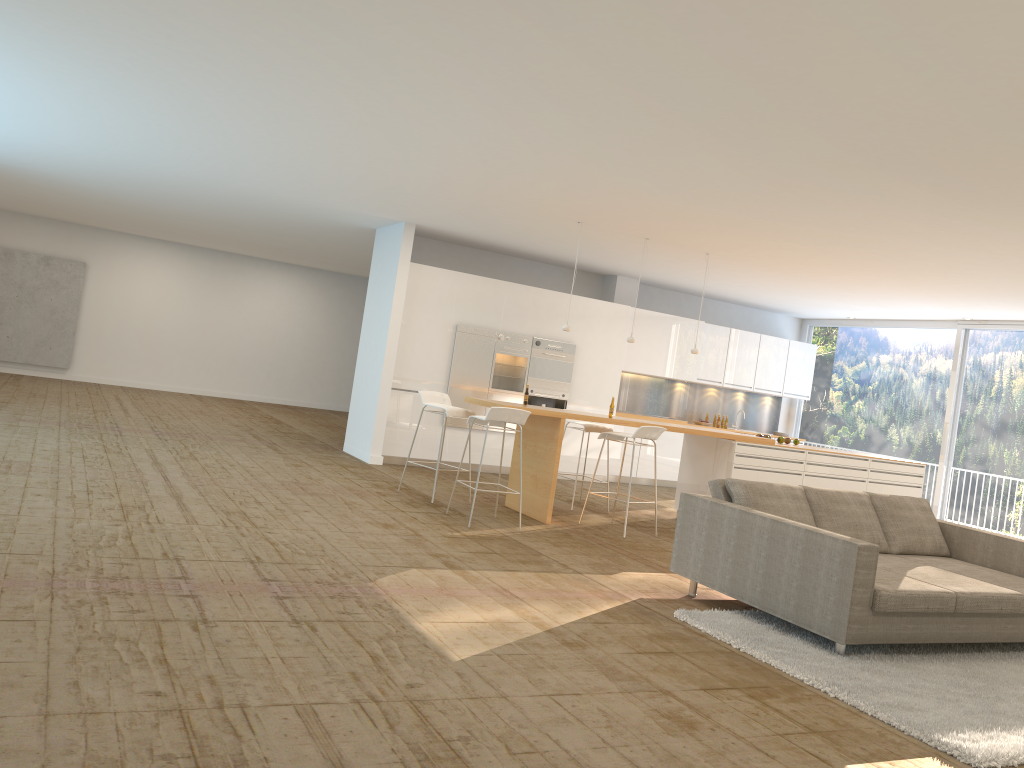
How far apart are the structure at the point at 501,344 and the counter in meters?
2.7 m

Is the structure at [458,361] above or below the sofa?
above

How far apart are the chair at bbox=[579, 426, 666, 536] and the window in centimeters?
615cm

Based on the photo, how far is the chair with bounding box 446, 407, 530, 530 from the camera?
7.5m

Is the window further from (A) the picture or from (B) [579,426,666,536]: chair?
(A) the picture

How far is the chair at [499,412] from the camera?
7.5m

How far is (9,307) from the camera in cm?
1652

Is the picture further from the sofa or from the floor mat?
the floor mat

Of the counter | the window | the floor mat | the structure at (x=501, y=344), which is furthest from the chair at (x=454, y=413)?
the window

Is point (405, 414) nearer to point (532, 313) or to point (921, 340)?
point (532, 313)
